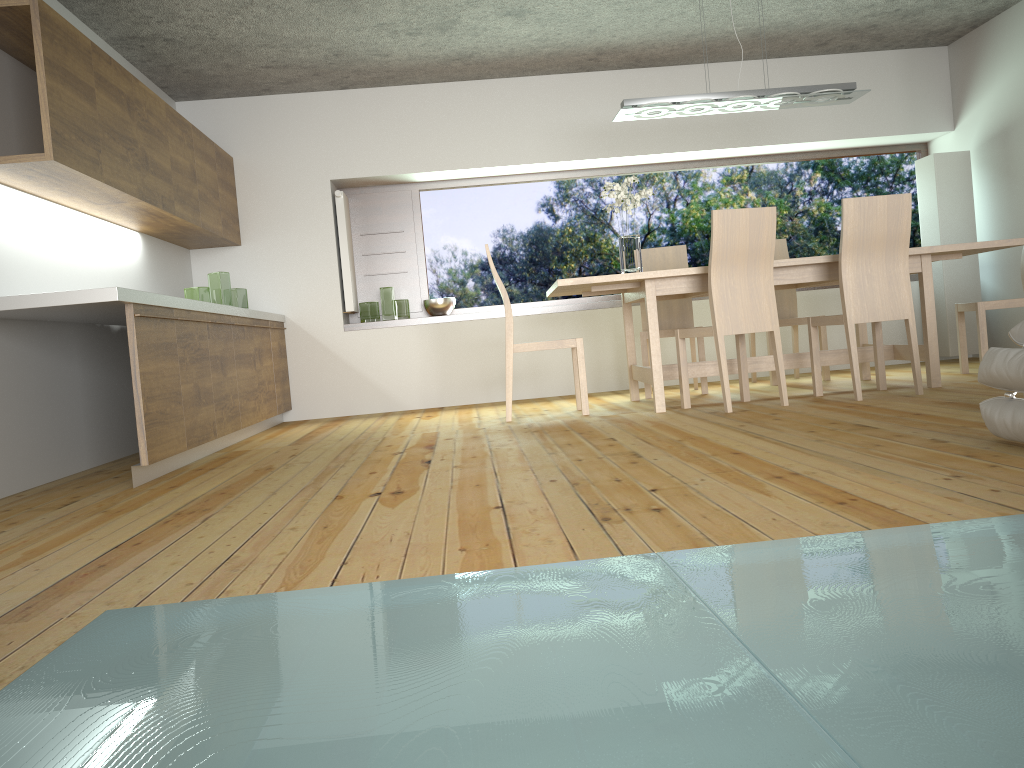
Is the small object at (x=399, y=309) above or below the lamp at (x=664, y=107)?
below

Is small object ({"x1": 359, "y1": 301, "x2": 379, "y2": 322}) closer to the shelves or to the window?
the shelves

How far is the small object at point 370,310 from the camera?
6.8 meters

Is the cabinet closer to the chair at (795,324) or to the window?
the window

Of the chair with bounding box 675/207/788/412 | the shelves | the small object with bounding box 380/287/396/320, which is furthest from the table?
the small object with bounding box 380/287/396/320

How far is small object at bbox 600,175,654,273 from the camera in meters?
5.1 m

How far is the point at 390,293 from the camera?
6.7m

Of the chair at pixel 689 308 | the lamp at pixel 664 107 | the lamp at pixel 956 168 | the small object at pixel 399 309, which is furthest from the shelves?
the lamp at pixel 664 107

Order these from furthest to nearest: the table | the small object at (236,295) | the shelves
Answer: the shelves → the small object at (236,295) → the table

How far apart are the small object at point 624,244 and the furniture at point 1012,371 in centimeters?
253cm
